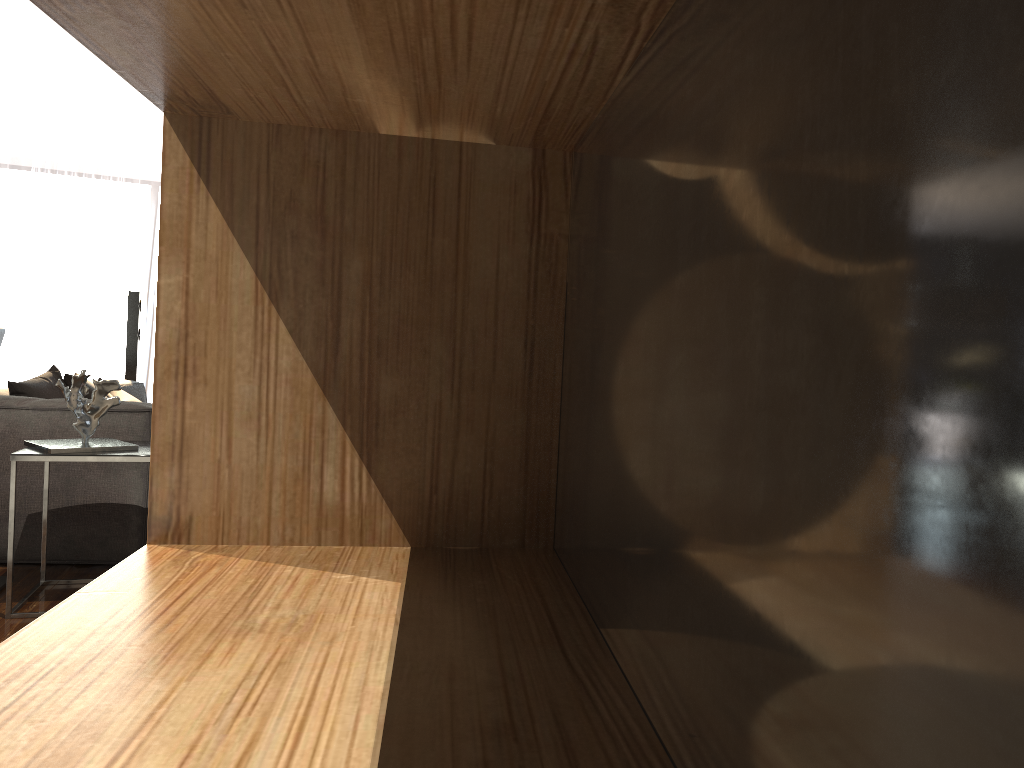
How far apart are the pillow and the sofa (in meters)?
0.11

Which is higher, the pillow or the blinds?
the blinds

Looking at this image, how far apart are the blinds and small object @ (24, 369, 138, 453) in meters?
6.1

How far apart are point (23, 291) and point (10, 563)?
6.6 meters

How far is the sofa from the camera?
3.7 meters

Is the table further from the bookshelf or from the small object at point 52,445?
the bookshelf

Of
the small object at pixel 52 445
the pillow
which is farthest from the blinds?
the small object at pixel 52 445

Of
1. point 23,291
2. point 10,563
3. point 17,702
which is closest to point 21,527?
point 10,563

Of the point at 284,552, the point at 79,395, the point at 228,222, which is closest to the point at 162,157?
the point at 228,222

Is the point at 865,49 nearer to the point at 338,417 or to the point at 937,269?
the point at 937,269
